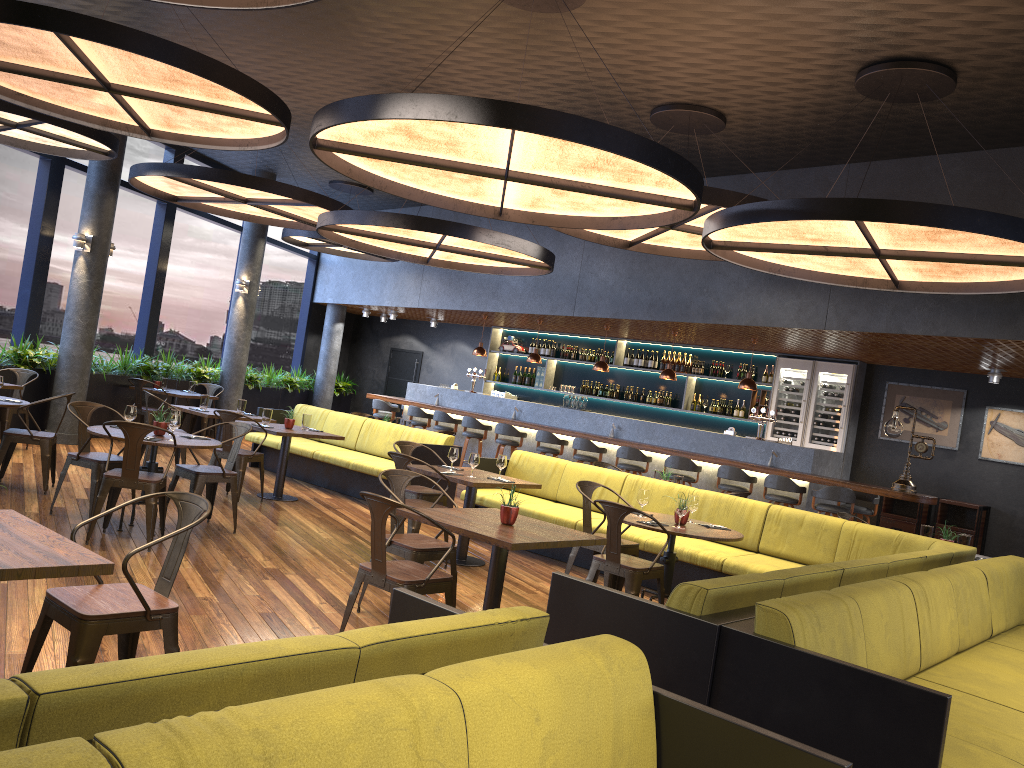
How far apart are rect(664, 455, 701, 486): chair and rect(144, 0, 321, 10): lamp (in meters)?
7.91

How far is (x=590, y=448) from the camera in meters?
12.0 m

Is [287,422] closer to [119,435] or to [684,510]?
[119,435]

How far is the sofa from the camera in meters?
10.3 m

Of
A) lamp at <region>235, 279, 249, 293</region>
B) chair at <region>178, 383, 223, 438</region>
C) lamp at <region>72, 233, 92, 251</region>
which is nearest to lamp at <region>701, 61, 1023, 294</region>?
lamp at <region>72, 233, 92, 251</region>

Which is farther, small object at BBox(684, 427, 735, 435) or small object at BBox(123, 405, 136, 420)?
small object at BBox(684, 427, 735, 435)

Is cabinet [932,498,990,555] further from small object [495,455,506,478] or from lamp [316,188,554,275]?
small object [495,455,506,478]

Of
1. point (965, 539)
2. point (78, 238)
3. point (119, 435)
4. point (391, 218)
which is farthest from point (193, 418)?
point (965, 539)

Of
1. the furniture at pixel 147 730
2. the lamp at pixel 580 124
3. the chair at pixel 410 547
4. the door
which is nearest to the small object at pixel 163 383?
the door

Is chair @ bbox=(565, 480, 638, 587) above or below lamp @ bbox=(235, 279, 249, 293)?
below
